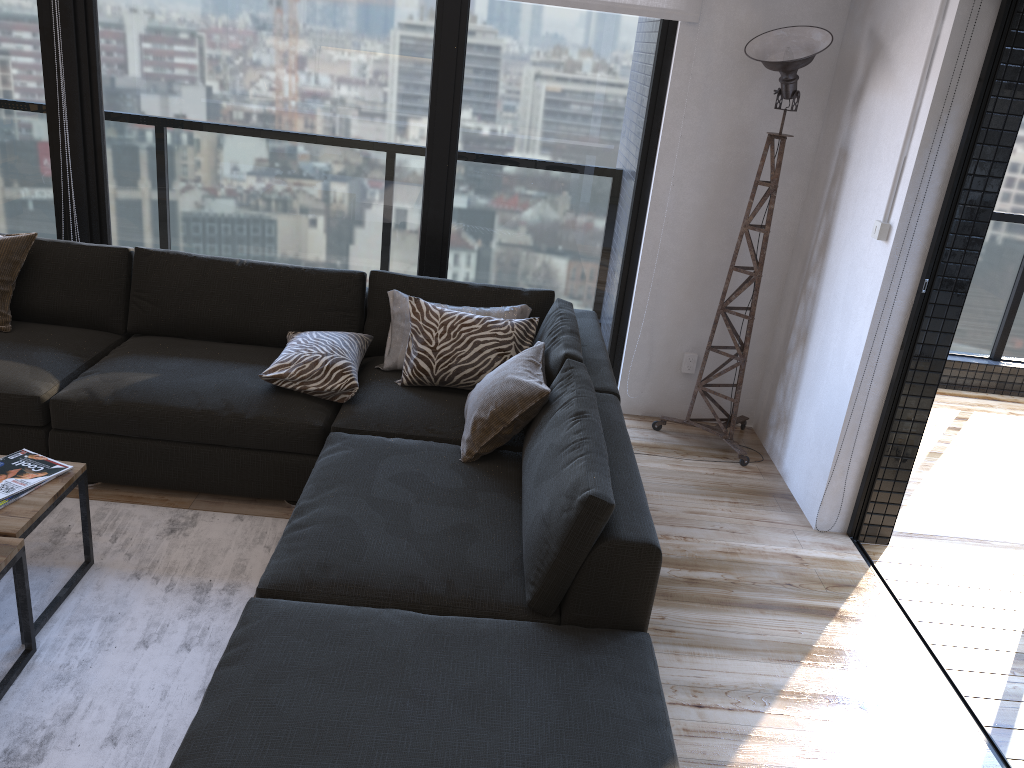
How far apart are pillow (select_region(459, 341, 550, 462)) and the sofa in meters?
0.0 m

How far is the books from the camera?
2.43m

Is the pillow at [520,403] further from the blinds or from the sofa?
the blinds

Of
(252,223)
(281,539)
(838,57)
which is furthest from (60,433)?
(838,57)

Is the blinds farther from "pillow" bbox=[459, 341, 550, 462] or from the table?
the table

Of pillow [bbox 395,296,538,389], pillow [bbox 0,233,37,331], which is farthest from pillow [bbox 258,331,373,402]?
pillow [bbox 0,233,37,331]

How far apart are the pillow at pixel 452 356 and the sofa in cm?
3

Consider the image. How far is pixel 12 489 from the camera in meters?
2.4 m

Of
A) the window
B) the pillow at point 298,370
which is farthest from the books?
the window

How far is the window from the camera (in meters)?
3.80
